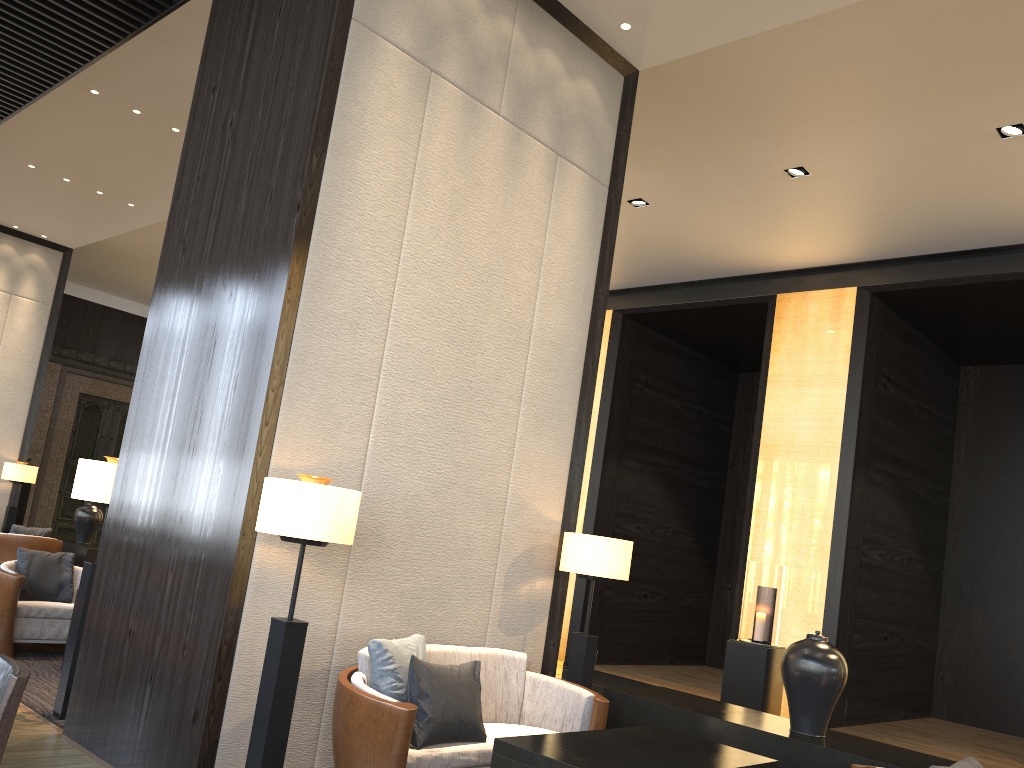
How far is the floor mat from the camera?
4.6 meters

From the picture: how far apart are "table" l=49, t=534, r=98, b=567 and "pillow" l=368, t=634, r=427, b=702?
6.99m

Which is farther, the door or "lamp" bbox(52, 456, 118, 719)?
the door

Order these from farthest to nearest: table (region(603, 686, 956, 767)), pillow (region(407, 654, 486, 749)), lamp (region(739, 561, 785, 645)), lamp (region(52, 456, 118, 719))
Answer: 1. lamp (region(739, 561, 785, 645))
2. lamp (region(52, 456, 118, 719))
3. table (region(603, 686, 956, 767))
4. pillow (region(407, 654, 486, 749))

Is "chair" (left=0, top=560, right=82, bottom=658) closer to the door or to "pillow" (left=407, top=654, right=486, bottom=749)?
"pillow" (left=407, top=654, right=486, bottom=749)

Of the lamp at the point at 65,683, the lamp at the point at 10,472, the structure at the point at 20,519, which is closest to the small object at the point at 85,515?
the lamp at the point at 10,472

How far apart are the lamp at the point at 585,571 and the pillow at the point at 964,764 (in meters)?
1.85

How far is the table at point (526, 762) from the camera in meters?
3.0 m

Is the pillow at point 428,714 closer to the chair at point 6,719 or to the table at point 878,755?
the table at point 878,755

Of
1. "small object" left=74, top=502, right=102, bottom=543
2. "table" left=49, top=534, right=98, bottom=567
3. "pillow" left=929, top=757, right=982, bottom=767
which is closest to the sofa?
"pillow" left=929, top=757, right=982, bottom=767
